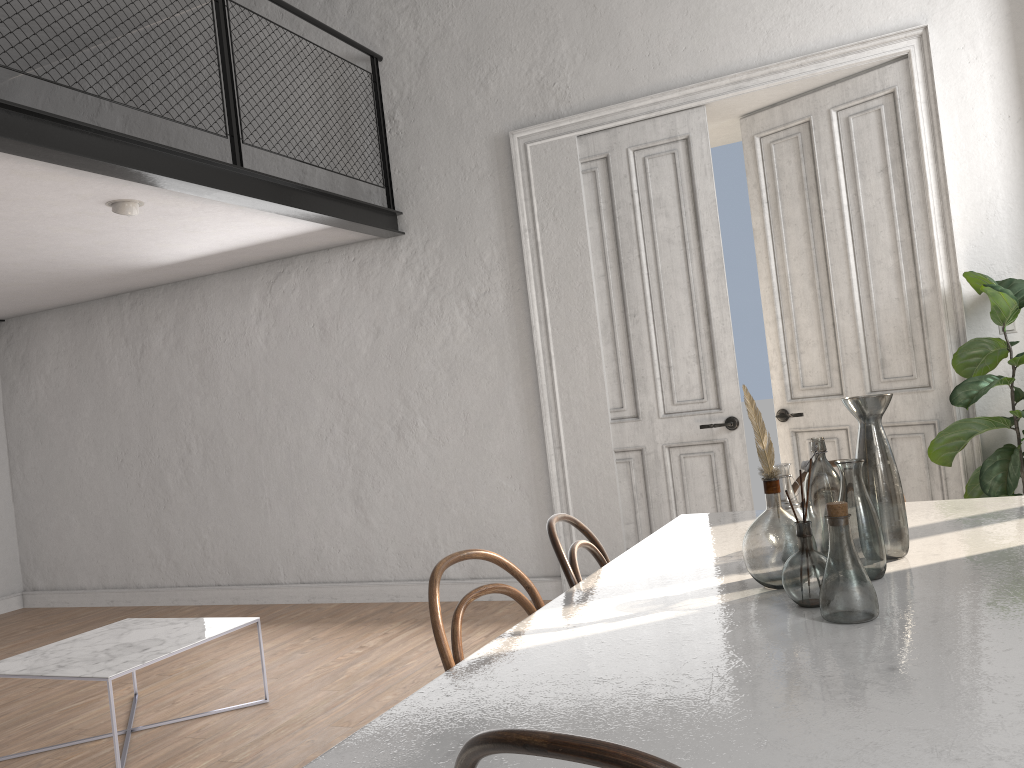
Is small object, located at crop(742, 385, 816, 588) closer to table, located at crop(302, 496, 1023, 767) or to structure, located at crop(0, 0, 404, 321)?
table, located at crop(302, 496, 1023, 767)

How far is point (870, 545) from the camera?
1.9m

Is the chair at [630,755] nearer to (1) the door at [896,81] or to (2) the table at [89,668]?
(2) the table at [89,668]

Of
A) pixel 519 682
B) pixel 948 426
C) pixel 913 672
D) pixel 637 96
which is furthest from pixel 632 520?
pixel 913 672

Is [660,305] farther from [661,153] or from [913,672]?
[913,672]

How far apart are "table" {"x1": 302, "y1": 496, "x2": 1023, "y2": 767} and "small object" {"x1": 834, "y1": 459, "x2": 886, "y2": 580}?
0.02m

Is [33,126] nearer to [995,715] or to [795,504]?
[795,504]

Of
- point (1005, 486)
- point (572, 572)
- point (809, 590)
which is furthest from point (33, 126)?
point (1005, 486)

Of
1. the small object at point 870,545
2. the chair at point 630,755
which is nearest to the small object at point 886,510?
the small object at point 870,545

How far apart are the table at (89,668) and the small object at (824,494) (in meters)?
2.69
